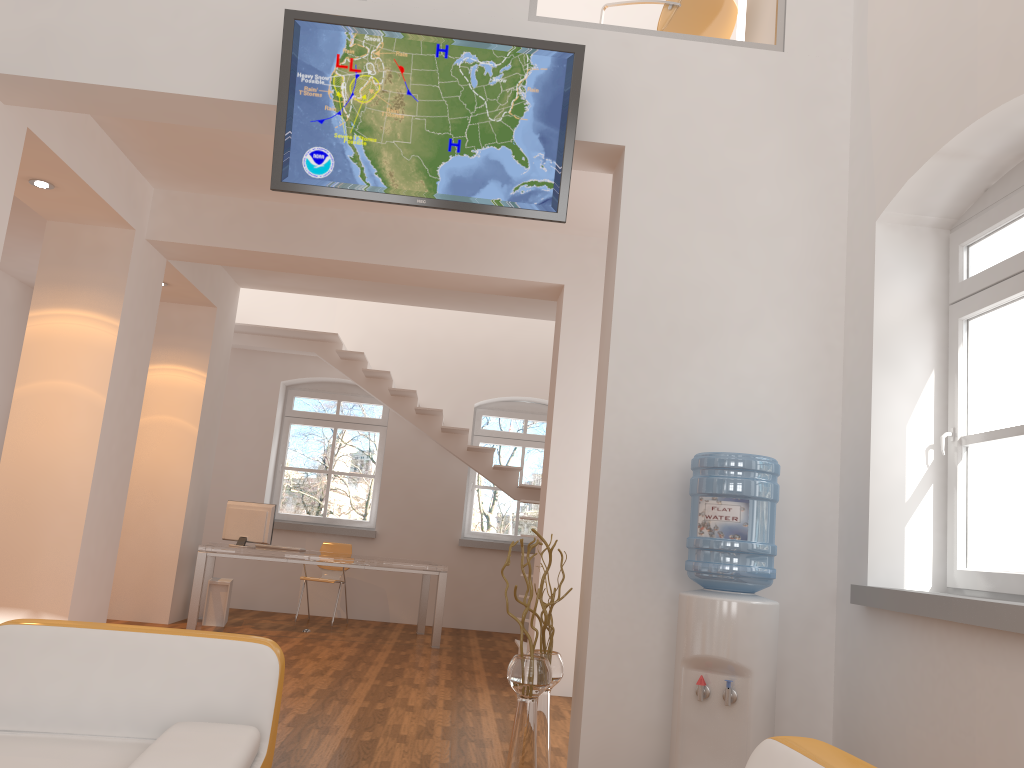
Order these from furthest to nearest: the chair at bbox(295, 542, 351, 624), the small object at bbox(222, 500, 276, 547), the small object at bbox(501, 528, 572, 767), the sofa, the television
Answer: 1. the chair at bbox(295, 542, 351, 624)
2. the small object at bbox(222, 500, 276, 547)
3. the television
4. the small object at bbox(501, 528, 572, 767)
5. the sofa

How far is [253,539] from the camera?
8.29m

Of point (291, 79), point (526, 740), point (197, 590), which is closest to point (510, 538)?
point (197, 590)

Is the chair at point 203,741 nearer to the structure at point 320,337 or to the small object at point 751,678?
the small object at point 751,678

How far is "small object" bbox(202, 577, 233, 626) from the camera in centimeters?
829cm

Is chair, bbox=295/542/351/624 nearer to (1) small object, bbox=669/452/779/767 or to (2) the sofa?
(1) small object, bbox=669/452/779/767

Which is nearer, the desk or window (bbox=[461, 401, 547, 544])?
the desk

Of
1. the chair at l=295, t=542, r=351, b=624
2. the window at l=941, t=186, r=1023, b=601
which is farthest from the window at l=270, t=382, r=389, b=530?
the window at l=941, t=186, r=1023, b=601

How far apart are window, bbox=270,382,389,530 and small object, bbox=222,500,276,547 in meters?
2.1 m

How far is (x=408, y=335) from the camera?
10.6 meters
